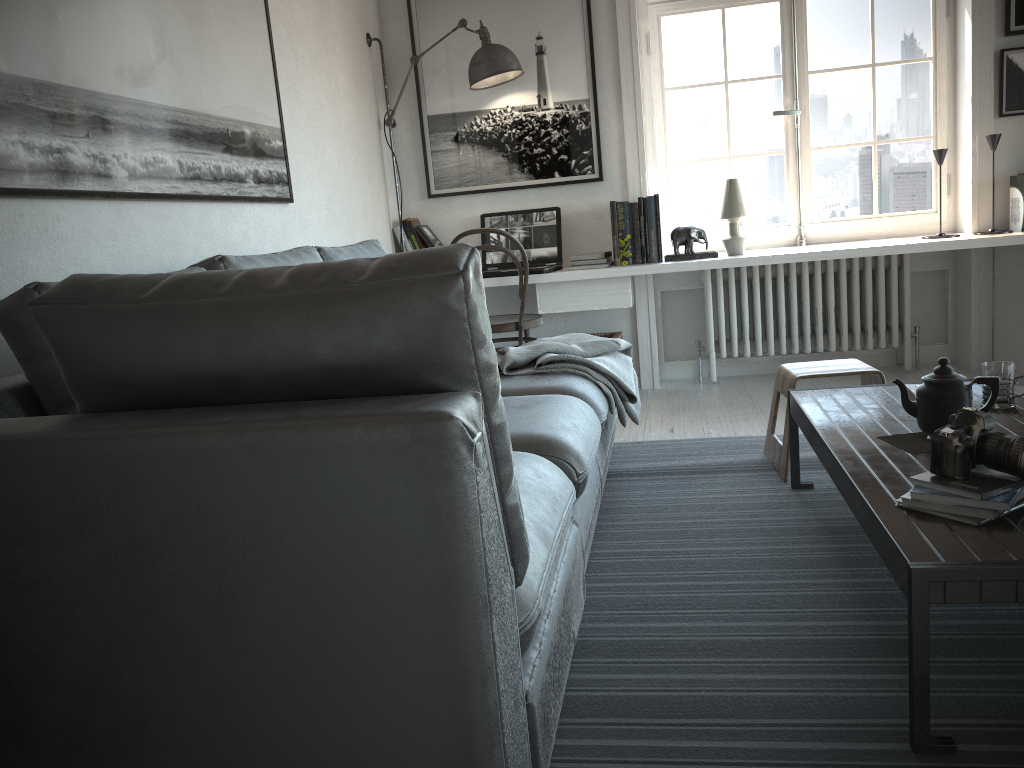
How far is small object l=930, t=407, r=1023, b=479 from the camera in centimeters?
159cm

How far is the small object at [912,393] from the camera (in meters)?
2.39

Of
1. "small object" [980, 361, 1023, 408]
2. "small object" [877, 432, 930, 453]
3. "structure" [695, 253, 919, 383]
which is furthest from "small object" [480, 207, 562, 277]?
"small object" [877, 432, 930, 453]

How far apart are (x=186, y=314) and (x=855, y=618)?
1.54m

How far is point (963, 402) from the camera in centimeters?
200cm

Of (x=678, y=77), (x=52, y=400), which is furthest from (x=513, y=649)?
(x=678, y=77)

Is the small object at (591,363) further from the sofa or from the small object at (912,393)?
the small object at (912,393)

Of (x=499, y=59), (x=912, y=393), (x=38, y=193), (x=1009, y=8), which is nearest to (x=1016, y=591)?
(x=912, y=393)

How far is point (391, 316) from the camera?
1.1 meters

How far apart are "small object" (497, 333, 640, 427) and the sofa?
0.0 meters
